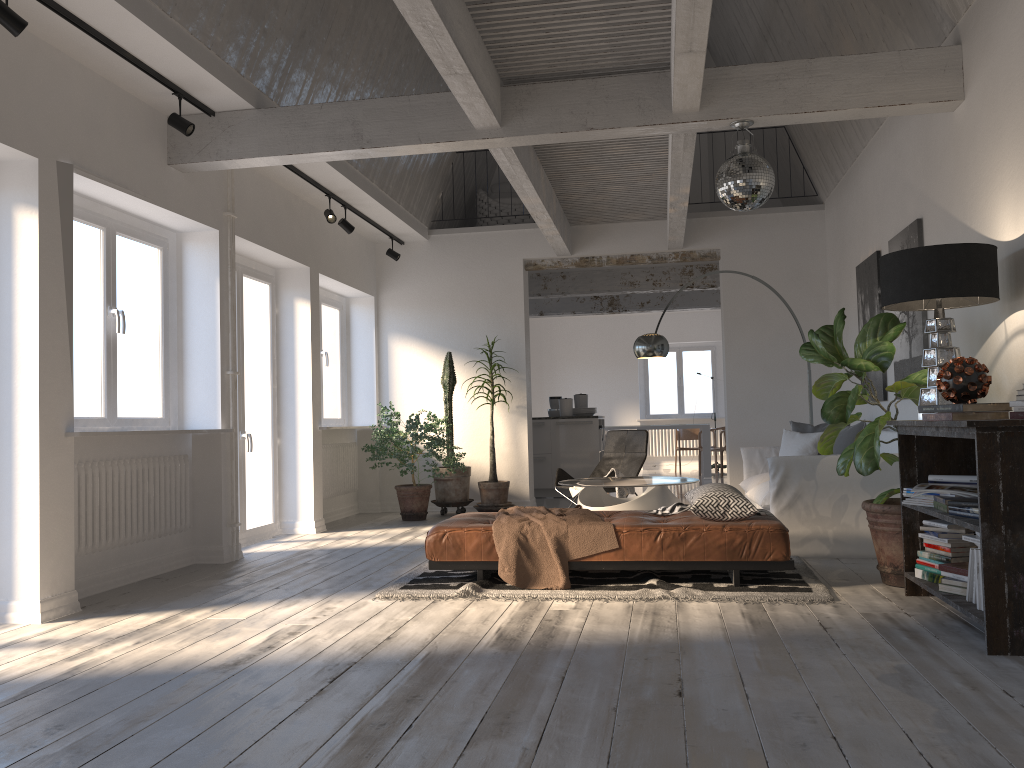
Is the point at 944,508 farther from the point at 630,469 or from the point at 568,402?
the point at 568,402

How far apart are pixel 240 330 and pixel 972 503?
5.62m

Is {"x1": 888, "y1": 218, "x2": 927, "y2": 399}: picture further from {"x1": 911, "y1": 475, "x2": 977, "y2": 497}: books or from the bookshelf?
{"x1": 911, "y1": 475, "x2": 977, "y2": 497}: books

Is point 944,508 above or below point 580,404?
below

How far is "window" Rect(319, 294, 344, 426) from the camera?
9.18m

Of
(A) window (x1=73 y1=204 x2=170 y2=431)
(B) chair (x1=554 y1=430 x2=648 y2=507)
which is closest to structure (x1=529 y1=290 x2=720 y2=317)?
(B) chair (x1=554 y1=430 x2=648 y2=507)

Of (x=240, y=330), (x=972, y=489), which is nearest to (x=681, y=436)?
(x=240, y=330)

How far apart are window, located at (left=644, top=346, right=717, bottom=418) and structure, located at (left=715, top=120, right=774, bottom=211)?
11.85m

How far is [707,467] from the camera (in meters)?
13.99

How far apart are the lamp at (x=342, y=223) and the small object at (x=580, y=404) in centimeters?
439cm
